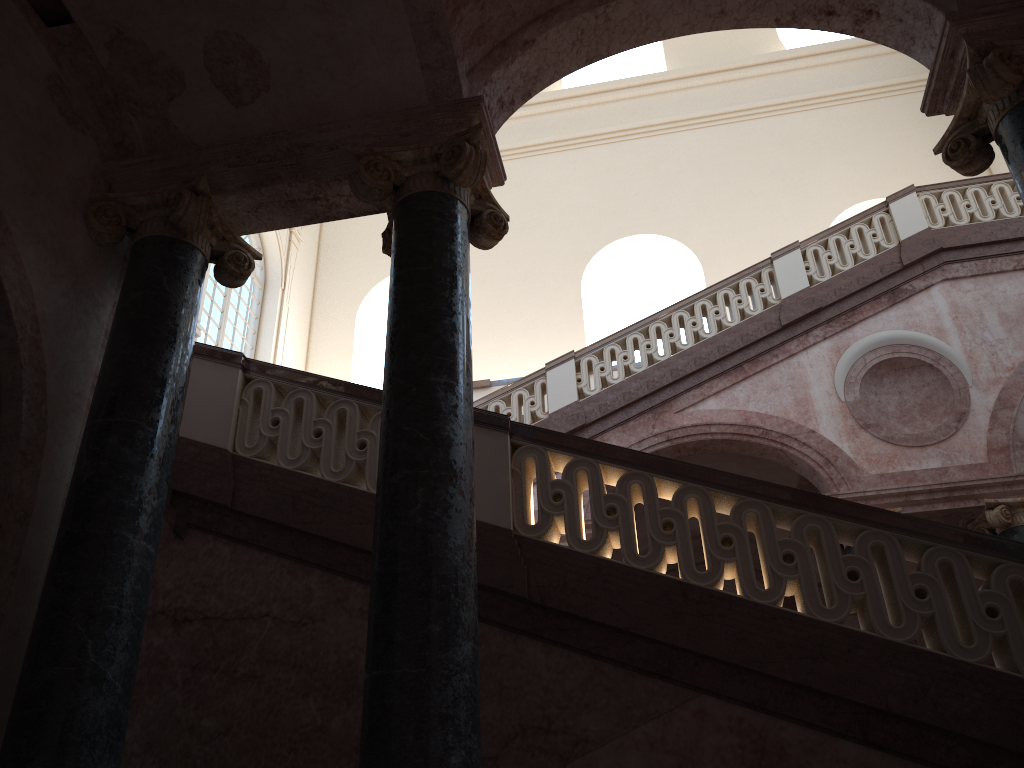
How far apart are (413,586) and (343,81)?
2.75m
